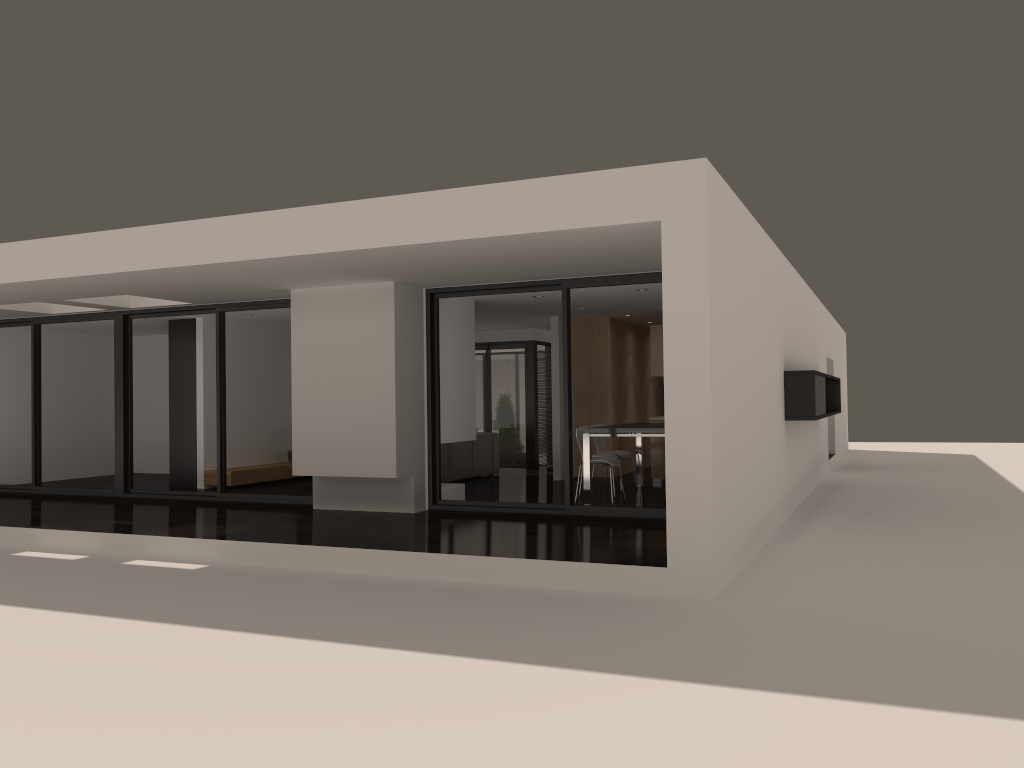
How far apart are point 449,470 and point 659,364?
Result: 3.3m

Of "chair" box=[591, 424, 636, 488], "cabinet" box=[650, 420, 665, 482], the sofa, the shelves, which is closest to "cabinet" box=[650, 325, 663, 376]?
"cabinet" box=[650, 420, 665, 482]

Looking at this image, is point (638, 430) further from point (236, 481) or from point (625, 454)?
point (236, 481)

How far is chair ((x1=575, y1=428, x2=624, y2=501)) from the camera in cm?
992

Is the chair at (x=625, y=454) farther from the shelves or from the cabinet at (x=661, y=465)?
the shelves

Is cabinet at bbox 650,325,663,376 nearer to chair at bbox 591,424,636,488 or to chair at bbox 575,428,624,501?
chair at bbox 591,424,636,488

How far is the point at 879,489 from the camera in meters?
12.9

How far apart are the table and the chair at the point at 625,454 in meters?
0.3

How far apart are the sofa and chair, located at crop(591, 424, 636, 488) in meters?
2.3

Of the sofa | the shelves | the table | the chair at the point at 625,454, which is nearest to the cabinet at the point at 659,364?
the table
